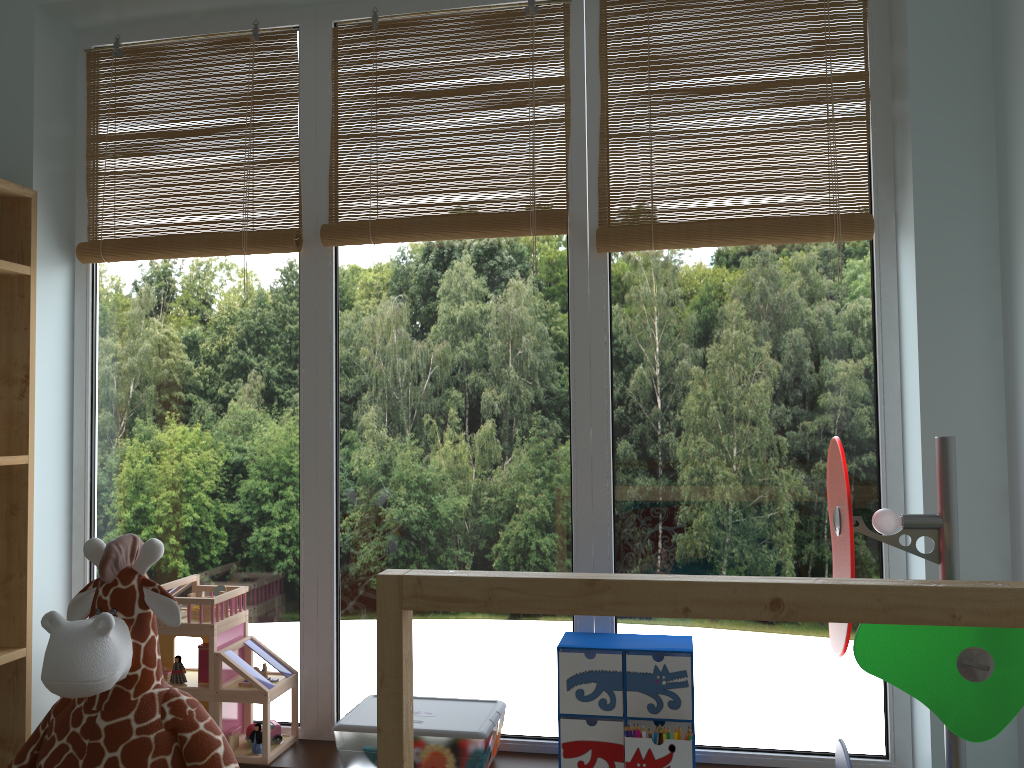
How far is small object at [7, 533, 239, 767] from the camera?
1.21m

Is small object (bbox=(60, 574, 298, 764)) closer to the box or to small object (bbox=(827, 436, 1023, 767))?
the box

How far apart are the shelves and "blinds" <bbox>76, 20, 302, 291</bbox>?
0.1m

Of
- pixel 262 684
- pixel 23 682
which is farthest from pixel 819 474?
pixel 23 682

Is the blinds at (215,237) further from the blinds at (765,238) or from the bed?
the bed

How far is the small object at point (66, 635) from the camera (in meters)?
1.21

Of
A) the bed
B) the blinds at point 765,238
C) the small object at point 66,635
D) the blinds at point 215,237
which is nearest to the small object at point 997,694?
the bed

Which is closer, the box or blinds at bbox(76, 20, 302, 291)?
the box

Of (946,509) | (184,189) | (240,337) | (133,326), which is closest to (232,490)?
(240,337)

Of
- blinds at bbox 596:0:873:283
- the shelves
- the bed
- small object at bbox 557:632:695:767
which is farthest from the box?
blinds at bbox 596:0:873:283
